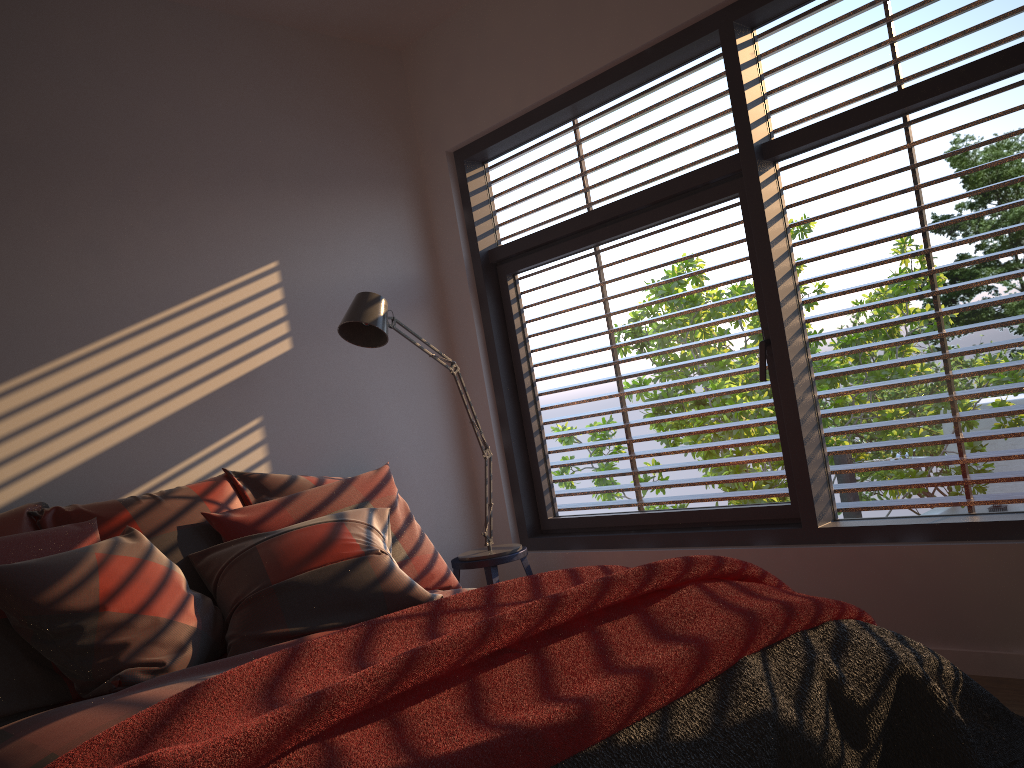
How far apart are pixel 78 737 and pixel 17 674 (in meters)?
0.54

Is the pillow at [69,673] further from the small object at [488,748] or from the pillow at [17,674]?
the small object at [488,748]

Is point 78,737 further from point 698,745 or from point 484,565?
point 484,565

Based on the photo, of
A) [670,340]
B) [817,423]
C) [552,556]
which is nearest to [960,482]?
[817,423]

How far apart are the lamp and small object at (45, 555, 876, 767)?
1.3 meters

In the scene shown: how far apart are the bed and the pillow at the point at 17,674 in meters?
0.0 m

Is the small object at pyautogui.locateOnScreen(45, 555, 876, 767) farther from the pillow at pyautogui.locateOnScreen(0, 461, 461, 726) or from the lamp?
the lamp

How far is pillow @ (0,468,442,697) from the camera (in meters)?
2.22

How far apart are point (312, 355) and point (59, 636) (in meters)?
1.78

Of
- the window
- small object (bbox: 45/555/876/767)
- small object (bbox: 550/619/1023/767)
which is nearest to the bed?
small object (bbox: 45/555/876/767)
